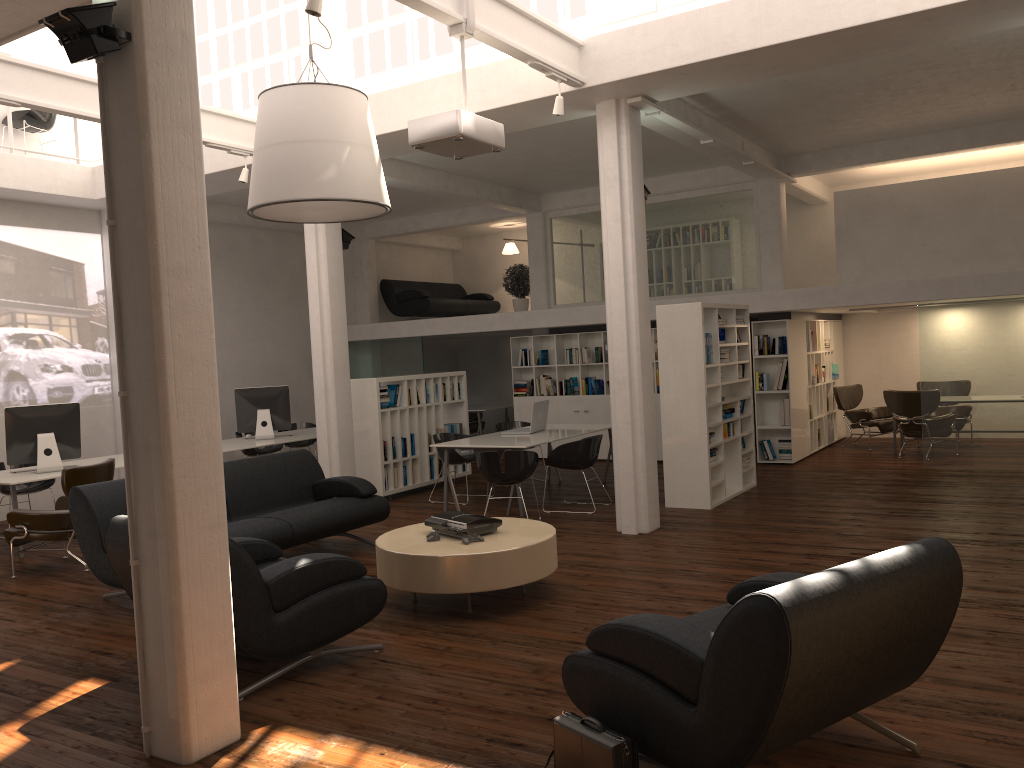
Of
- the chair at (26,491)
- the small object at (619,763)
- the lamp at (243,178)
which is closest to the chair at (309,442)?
the chair at (26,491)

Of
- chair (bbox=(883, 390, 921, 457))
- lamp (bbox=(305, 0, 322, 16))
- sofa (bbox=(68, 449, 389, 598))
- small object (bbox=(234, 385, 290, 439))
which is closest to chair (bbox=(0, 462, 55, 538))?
small object (bbox=(234, 385, 290, 439))

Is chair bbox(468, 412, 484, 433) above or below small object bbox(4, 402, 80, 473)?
below

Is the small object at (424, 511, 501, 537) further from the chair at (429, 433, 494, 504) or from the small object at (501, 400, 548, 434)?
the small object at (501, 400, 548, 434)

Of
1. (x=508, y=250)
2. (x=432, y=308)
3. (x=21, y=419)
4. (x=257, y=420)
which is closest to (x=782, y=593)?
(x=21, y=419)

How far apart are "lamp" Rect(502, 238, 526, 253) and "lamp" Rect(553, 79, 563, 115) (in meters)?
12.56

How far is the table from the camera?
7.2m

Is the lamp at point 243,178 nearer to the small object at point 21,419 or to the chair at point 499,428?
the small object at point 21,419

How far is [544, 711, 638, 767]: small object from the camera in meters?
4.1

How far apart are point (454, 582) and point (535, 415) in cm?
634
